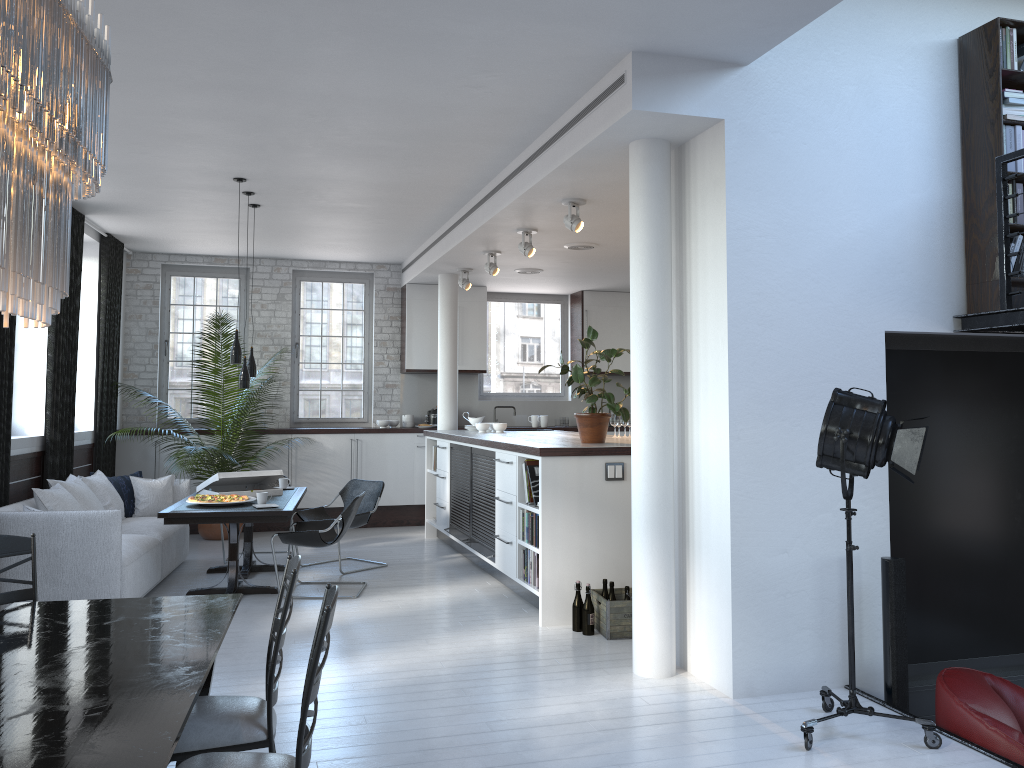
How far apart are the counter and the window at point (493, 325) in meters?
2.2

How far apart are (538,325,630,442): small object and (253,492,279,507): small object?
2.53m

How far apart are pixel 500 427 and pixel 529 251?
2.3 meters

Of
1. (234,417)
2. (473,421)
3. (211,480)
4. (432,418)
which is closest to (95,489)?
(211,480)

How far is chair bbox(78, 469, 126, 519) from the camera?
7.6 meters

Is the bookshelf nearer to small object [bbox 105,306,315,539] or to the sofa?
the sofa

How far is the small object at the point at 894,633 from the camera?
4.6 meters

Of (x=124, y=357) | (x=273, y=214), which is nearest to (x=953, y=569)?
(x=273, y=214)

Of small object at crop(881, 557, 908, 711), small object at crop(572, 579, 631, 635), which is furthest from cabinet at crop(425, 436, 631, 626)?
small object at crop(881, 557, 908, 711)

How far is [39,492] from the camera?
6.6m
